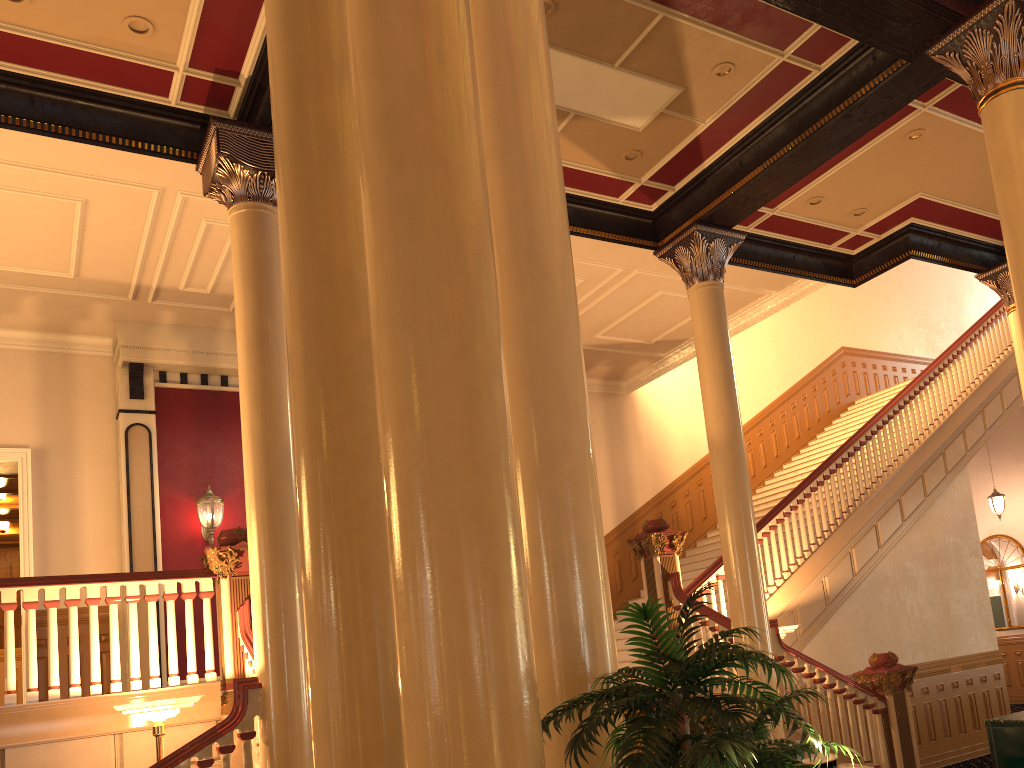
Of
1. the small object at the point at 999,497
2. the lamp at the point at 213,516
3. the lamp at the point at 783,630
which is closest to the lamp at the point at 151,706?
the lamp at the point at 213,516

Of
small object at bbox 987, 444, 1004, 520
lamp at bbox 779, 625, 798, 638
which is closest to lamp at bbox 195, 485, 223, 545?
lamp at bbox 779, 625, 798, 638

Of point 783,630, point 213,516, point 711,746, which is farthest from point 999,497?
point 711,746

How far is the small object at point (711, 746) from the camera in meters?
2.1 m

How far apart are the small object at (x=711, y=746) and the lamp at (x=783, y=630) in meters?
5.9 m

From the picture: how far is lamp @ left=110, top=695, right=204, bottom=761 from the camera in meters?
5.6

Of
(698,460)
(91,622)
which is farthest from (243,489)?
(698,460)

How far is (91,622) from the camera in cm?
641

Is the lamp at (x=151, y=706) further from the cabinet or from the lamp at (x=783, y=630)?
the cabinet

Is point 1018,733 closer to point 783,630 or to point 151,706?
point 783,630
